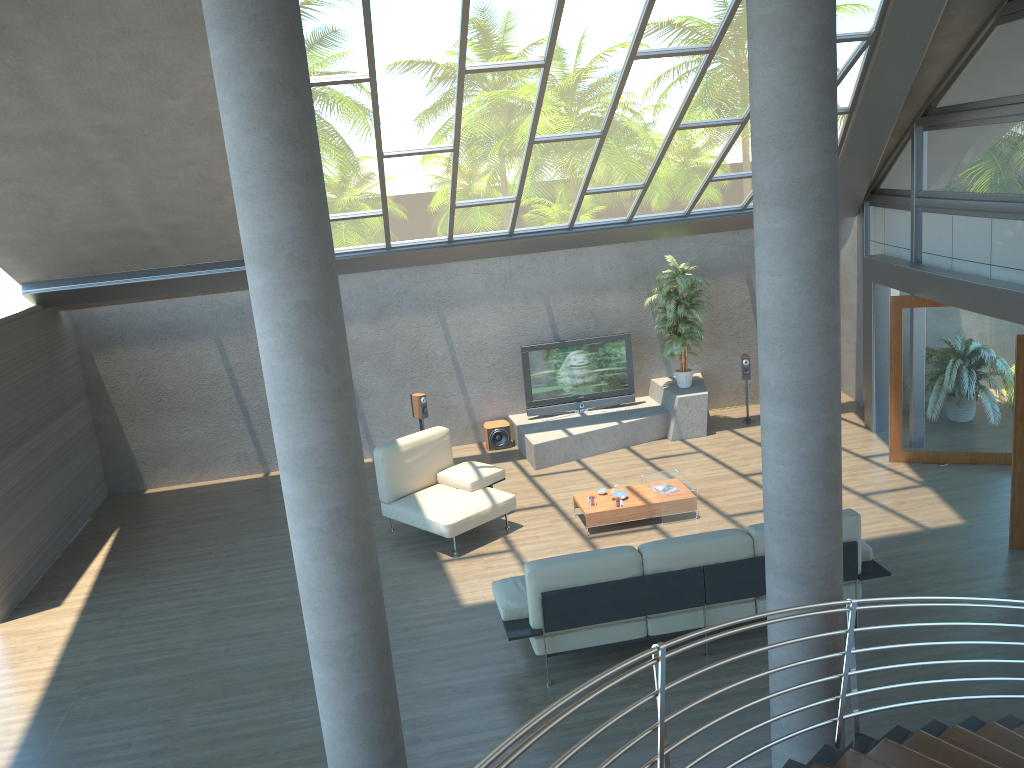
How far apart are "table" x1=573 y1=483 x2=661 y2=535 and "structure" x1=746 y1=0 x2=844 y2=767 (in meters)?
4.51

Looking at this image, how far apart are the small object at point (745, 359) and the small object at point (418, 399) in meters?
4.5

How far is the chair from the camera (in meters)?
9.15

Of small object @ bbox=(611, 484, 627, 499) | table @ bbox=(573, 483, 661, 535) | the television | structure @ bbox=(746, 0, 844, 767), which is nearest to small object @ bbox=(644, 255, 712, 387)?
the television

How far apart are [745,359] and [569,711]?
10.6m

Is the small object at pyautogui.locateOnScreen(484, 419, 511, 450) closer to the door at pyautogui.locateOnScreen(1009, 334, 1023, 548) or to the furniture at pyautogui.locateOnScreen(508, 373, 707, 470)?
the furniture at pyautogui.locateOnScreen(508, 373, 707, 470)

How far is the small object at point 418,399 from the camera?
11.95m

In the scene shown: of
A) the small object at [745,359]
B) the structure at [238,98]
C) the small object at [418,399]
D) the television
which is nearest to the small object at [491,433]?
the television

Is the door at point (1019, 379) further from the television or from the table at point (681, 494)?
the television

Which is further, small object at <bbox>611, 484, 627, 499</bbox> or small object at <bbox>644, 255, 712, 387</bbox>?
small object at <bbox>644, 255, 712, 387</bbox>
